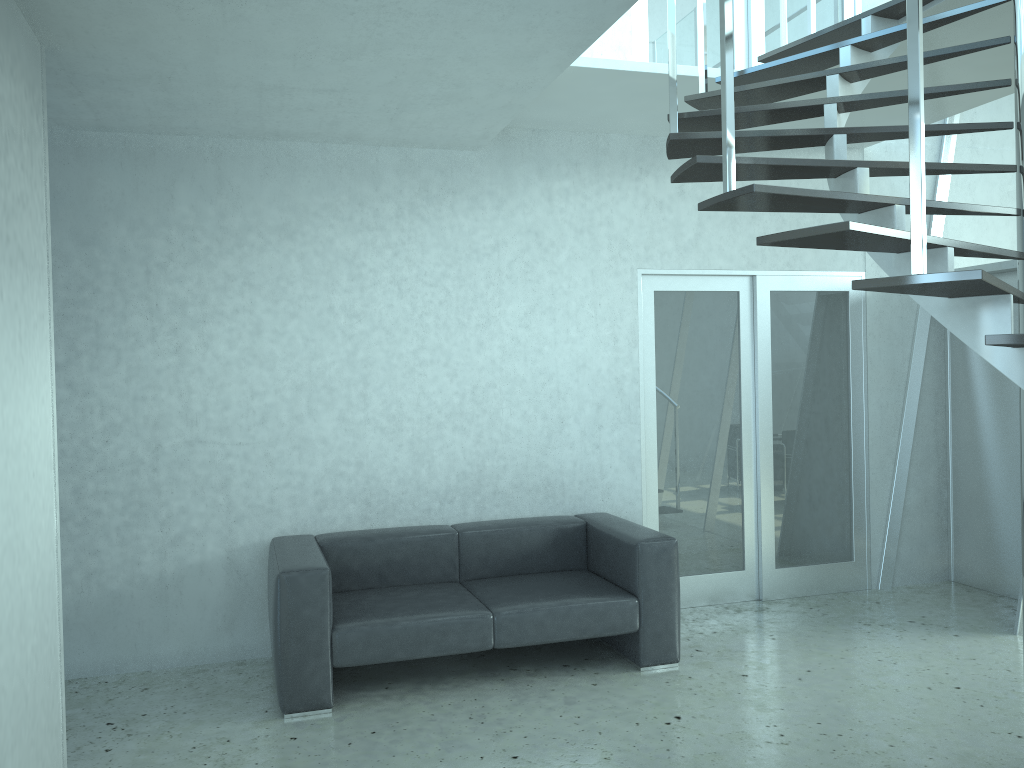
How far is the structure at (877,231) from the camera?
2.4m

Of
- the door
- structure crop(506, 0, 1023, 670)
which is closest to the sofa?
the door

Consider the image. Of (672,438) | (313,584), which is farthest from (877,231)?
(672,438)

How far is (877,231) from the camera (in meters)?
2.43

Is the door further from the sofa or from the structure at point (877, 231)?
the structure at point (877, 231)

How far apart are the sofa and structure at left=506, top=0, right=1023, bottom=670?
1.9m

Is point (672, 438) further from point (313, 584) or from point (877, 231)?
point (877, 231)

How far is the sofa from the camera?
3.95m

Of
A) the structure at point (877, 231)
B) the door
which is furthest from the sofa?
the structure at point (877, 231)

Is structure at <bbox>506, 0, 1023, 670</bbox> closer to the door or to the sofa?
the door
